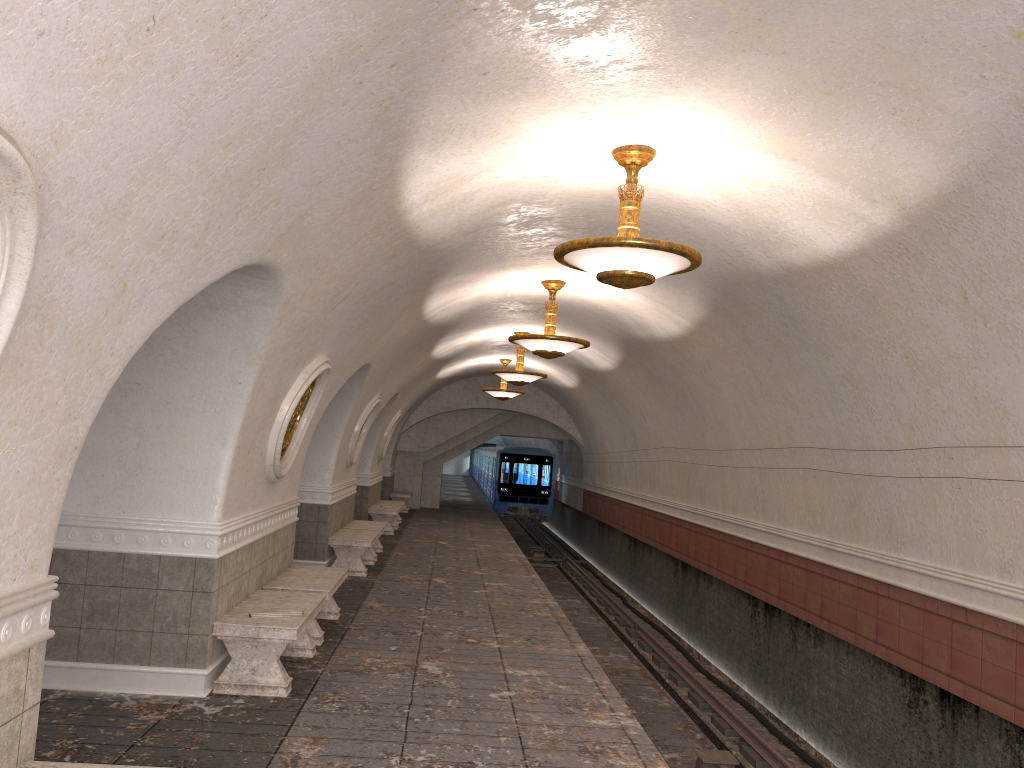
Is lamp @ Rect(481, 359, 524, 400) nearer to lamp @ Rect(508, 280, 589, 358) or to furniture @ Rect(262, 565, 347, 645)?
lamp @ Rect(508, 280, 589, 358)

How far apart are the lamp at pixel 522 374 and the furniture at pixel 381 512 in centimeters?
459cm

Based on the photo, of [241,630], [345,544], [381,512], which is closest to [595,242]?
[241,630]

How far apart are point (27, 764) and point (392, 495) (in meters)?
21.16

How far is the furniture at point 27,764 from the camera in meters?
3.5

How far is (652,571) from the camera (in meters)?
17.17

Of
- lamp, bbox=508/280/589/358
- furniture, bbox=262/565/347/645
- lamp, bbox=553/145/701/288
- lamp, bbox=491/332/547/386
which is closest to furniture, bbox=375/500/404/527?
lamp, bbox=491/332/547/386

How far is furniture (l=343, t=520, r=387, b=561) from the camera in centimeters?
1444cm

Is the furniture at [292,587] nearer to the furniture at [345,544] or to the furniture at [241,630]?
the furniture at [241,630]

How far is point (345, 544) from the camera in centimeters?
1240cm
